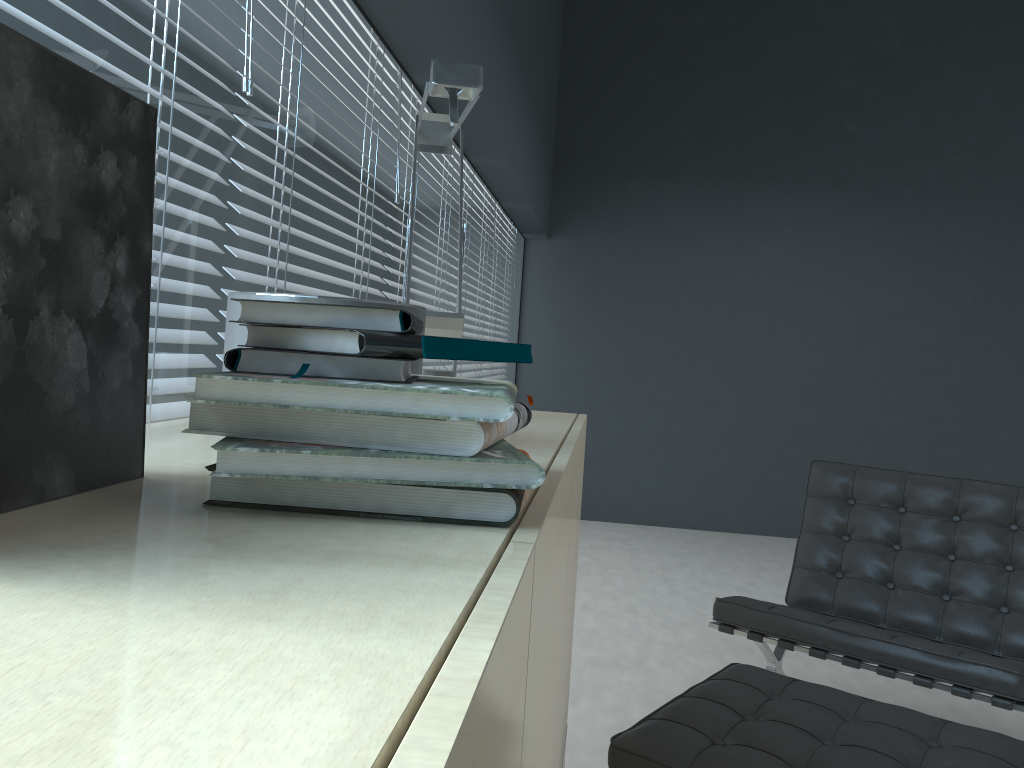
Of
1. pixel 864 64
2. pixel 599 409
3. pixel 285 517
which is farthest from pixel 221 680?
pixel 864 64

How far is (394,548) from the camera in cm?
53

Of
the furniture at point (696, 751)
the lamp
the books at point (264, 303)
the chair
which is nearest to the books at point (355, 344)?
the books at point (264, 303)

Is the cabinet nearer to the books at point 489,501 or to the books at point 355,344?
the books at point 489,501

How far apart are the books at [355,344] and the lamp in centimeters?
55cm

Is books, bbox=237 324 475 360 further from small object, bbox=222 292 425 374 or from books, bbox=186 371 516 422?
small object, bbox=222 292 425 374

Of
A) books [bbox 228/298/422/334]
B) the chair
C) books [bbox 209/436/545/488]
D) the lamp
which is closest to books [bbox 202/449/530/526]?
books [bbox 209/436/545/488]

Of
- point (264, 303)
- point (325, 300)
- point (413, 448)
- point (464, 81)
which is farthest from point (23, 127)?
point (464, 81)

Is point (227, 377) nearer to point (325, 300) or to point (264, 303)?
point (264, 303)

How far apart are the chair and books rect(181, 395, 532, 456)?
1.6m
